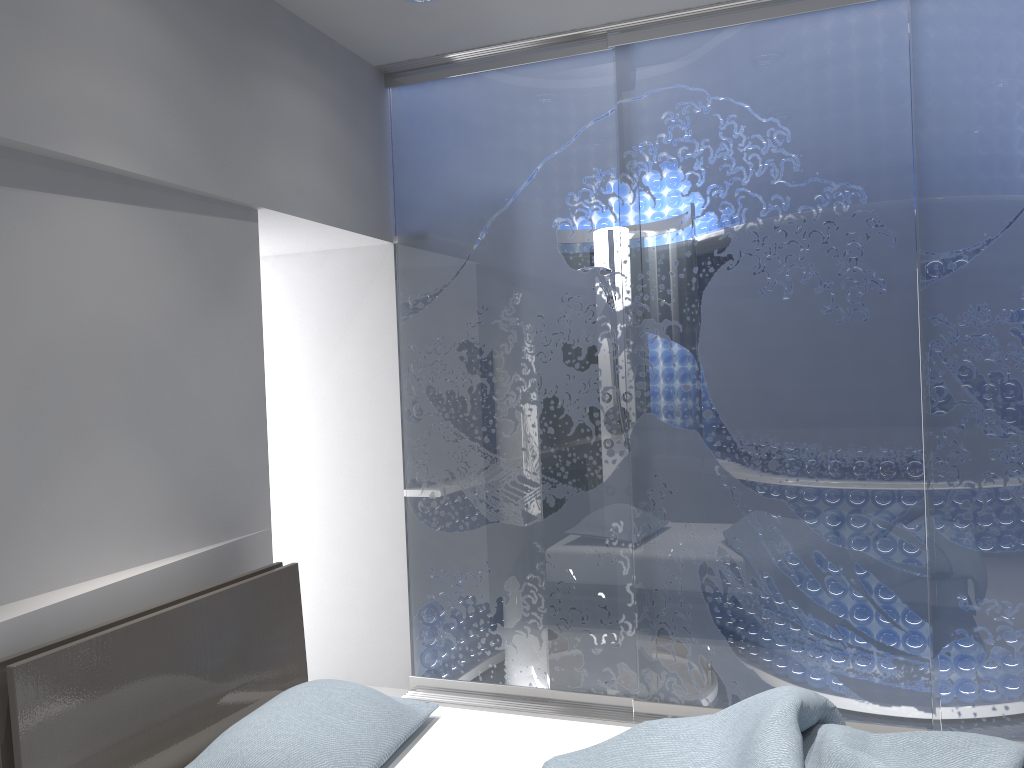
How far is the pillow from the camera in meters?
2.0

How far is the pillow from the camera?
2.03m

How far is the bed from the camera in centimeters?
194cm

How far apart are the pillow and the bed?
0.0 meters

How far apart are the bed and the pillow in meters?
0.0 m

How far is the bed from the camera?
1.9m

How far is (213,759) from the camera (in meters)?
2.03

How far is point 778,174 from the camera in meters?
3.3 m
